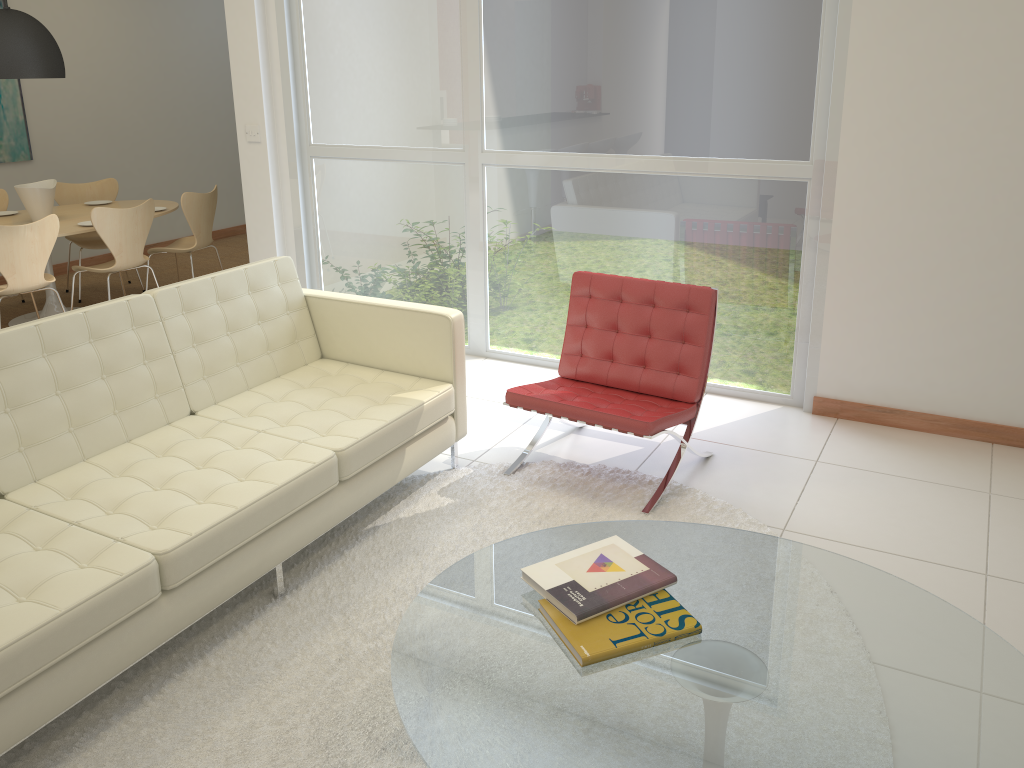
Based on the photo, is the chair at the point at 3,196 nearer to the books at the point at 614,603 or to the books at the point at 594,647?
the books at the point at 614,603

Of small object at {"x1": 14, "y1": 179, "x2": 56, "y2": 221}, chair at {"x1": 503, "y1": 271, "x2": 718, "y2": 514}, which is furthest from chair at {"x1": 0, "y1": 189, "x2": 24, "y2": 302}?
chair at {"x1": 503, "y1": 271, "x2": 718, "y2": 514}

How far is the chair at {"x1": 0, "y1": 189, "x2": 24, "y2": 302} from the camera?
6.7m

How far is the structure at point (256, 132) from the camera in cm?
567

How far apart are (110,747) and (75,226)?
4.6 meters

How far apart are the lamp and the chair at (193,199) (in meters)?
1.09

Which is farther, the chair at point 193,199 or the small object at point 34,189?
the chair at point 193,199

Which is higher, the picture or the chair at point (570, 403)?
the picture

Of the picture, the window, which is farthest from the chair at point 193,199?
the picture

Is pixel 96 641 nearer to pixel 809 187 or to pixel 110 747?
pixel 110 747
